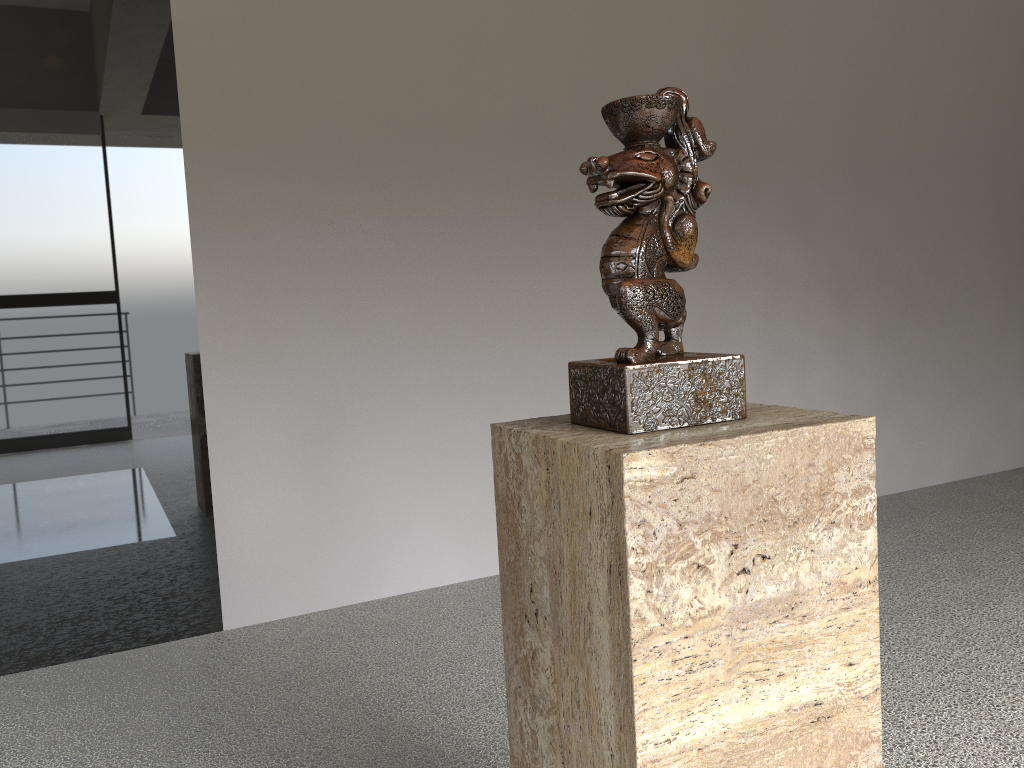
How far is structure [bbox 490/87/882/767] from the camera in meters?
0.8

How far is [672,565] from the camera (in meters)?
0.85

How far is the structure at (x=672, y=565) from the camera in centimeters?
85cm
